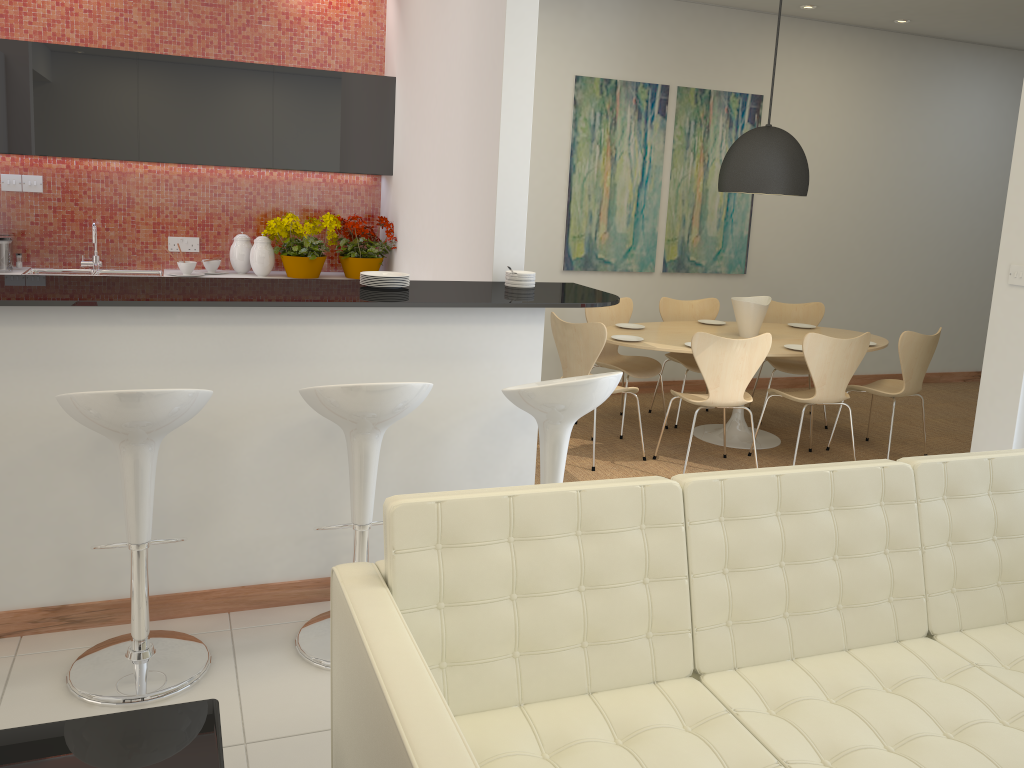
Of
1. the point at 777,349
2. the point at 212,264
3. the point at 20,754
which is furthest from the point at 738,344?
the point at 20,754

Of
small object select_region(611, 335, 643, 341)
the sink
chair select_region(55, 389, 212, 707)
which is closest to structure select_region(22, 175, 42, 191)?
the sink

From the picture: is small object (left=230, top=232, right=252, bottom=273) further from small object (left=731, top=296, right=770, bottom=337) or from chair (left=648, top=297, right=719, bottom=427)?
small object (left=731, top=296, right=770, bottom=337)

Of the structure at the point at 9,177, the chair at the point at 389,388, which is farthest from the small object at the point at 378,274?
the structure at the point at 9,177

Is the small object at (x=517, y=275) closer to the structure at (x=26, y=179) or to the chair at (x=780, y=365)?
the chair at (x=780, y=365)

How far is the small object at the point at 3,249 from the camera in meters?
5.3 m

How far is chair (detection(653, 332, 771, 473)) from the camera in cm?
510

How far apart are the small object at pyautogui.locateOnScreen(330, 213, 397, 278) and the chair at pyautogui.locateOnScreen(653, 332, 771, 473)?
2.2 meters

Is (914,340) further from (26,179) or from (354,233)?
(26,179)

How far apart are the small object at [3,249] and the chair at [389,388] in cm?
339
